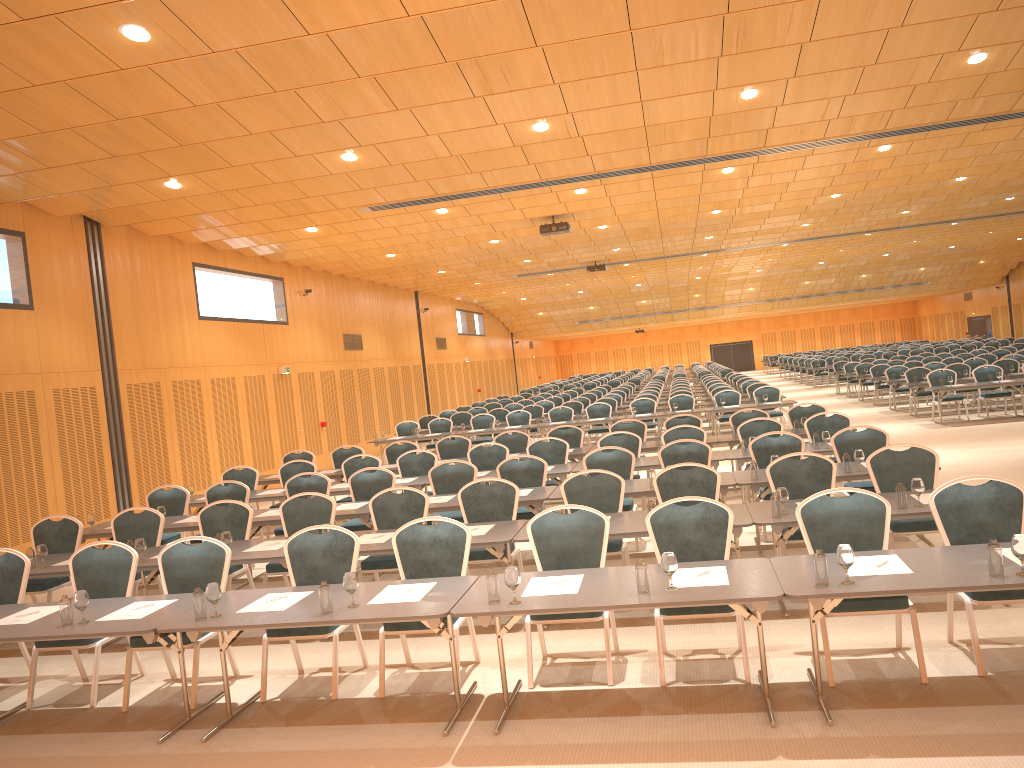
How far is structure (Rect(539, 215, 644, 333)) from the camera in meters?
17.9 m

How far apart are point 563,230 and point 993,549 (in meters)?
13.82

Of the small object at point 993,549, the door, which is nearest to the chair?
the small object at point 993,549

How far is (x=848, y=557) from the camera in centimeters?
484cm

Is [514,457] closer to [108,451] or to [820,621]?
[820,621]

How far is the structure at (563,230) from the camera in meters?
17.9

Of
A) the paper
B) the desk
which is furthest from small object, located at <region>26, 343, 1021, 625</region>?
the paper

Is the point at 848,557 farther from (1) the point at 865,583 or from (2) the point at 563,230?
(2) the point at 563,230

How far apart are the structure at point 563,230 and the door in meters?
30.1

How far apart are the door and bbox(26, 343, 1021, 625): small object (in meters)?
42.53
